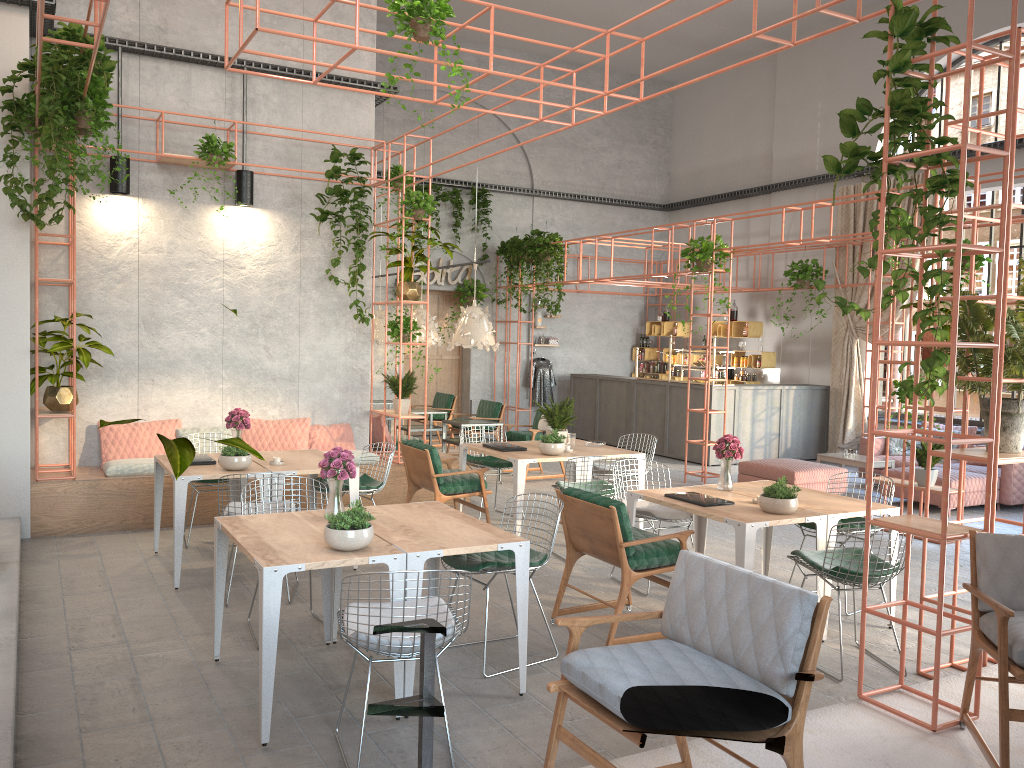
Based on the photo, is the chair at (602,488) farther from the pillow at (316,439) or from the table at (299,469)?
the pillow at (316,439)

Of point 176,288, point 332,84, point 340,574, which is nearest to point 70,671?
point 340,574

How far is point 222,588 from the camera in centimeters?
508cm

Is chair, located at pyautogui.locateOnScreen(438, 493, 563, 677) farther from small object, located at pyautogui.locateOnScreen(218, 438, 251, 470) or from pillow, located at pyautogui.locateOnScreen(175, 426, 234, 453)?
pillow, located at pyautogui.locateOnScreen(175, 426, 234, 453)

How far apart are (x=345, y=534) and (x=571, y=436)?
4.76m

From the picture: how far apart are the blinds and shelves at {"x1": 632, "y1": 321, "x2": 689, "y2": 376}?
3.3 meters

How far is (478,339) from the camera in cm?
1128

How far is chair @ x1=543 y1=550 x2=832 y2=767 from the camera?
2.79m

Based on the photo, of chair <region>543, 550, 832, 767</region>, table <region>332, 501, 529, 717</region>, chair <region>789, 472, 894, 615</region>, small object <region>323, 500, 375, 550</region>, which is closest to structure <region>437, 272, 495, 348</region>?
chair <region>789, 472, 894, 615</region>

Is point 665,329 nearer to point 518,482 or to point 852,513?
point 518,482
